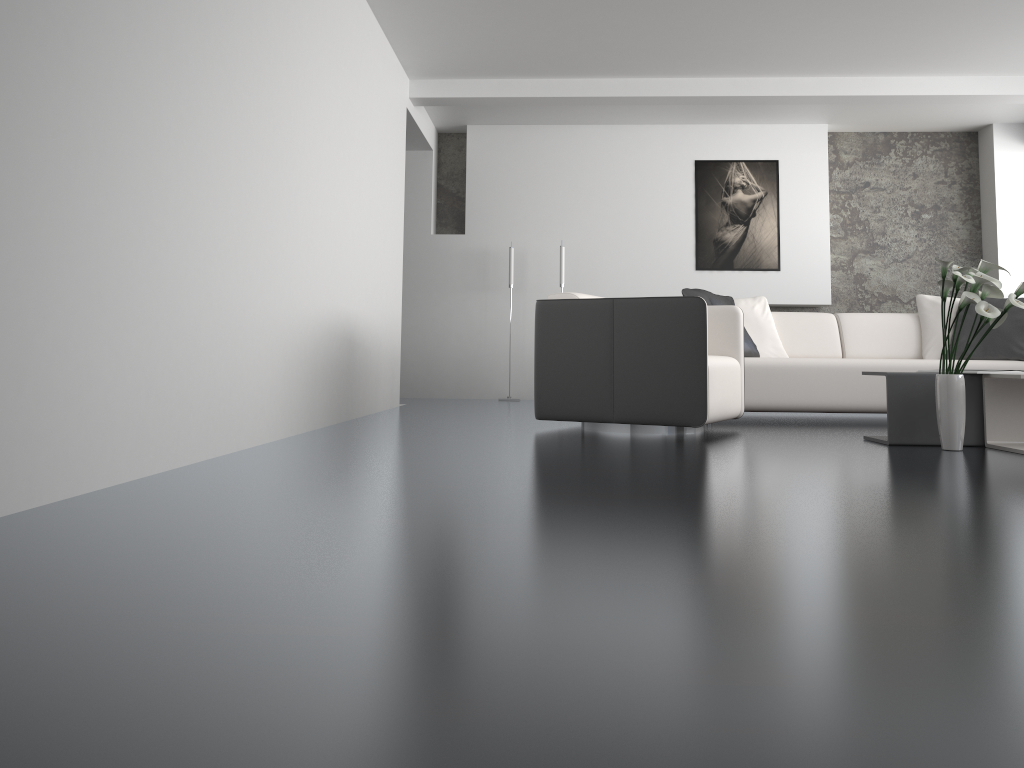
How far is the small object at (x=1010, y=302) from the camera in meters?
3.5 m

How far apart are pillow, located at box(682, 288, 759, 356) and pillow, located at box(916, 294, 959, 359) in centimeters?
118cm

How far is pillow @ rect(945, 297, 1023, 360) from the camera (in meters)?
5.46

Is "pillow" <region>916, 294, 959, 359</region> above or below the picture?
below

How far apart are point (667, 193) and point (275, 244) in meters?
4.9 m

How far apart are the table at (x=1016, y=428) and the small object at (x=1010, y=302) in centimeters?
19cm

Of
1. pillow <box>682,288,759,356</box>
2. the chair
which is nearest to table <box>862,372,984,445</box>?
the chair

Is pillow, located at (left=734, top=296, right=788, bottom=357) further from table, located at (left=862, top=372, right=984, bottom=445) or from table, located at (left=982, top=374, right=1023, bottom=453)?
table, located at (left=982, top=374, right=1023, bottom=453)

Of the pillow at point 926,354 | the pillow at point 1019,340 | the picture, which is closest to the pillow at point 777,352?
the pillow at point 926,354

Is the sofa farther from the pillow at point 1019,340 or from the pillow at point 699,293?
the pillow at point 699,293
